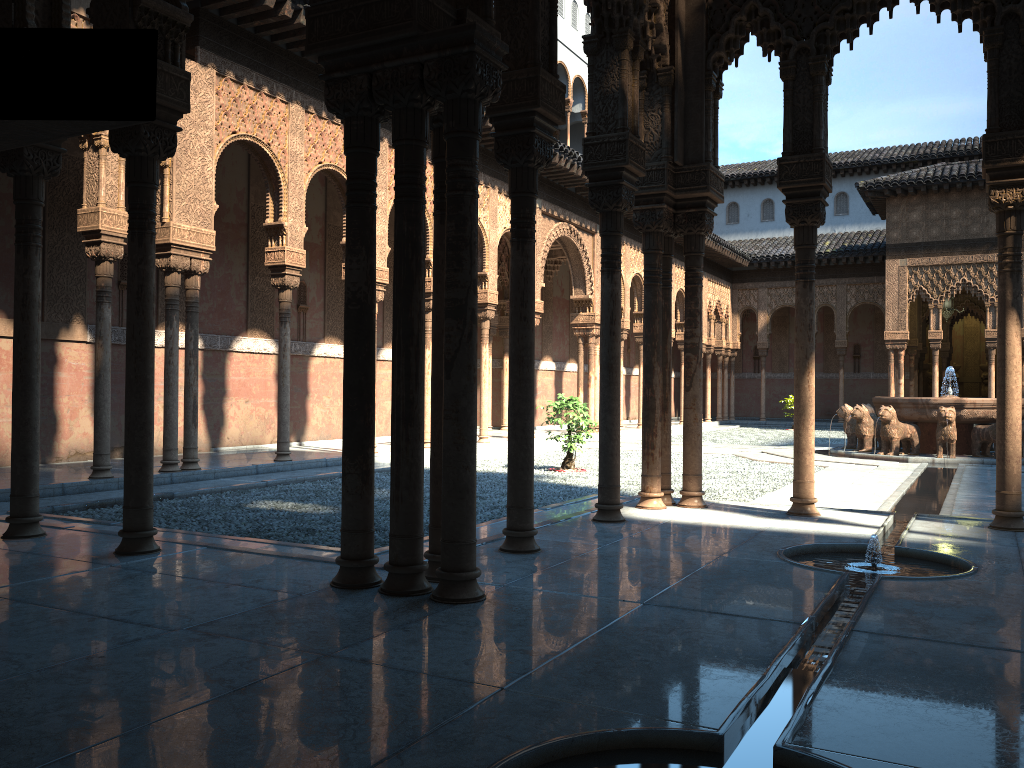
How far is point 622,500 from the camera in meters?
8.9

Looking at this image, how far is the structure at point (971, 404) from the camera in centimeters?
1688cm

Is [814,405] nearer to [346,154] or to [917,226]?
[346,154]

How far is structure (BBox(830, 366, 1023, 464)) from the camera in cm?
1688

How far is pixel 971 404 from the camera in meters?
16.9
